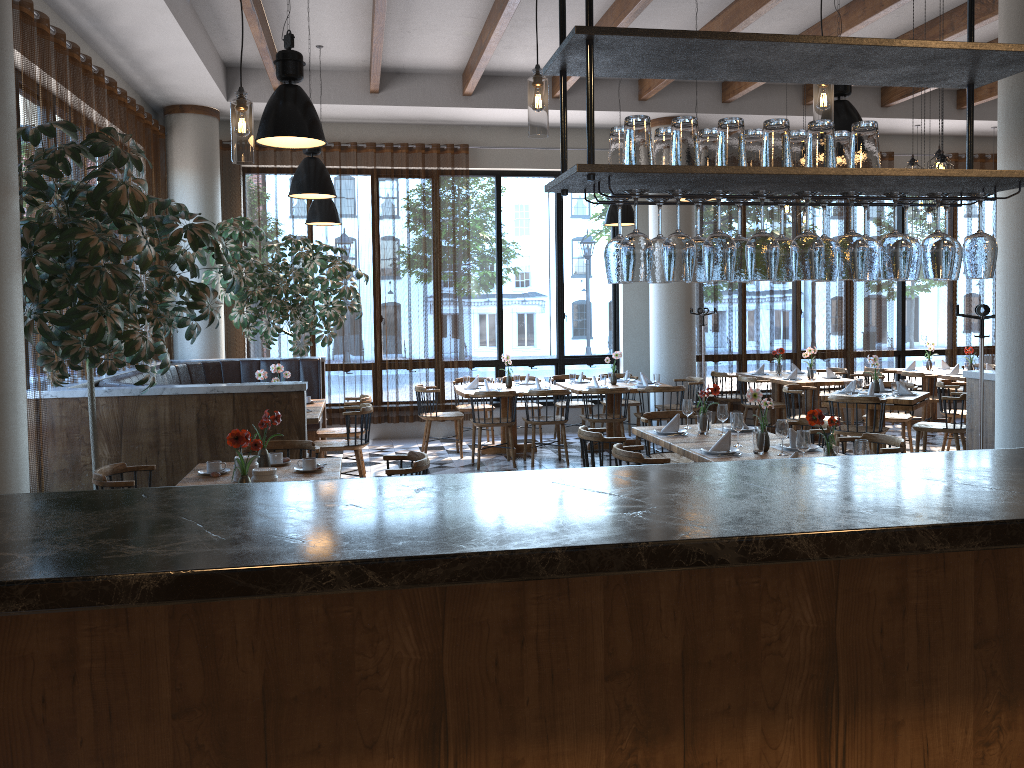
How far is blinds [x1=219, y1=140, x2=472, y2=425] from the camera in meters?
11.1 m

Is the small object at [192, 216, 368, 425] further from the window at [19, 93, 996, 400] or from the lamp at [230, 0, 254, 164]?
the window at [19, 93, 996, 400]

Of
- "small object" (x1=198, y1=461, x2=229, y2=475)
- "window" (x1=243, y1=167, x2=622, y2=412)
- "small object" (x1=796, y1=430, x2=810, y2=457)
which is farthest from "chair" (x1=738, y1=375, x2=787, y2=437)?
"small object" (x1=198, y1=461, x2=229, y2=475)

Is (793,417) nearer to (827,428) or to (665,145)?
(827,428)

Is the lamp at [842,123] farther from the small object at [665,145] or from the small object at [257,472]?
the small object at [257,472]

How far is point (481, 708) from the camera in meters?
2.2

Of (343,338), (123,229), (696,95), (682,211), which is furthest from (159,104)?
(682,211)

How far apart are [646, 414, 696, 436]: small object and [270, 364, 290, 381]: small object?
4.1m

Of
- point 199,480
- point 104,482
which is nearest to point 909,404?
point 199,480

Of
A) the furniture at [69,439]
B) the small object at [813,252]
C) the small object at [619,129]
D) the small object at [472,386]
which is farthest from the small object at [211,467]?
the small object at [472,386]
